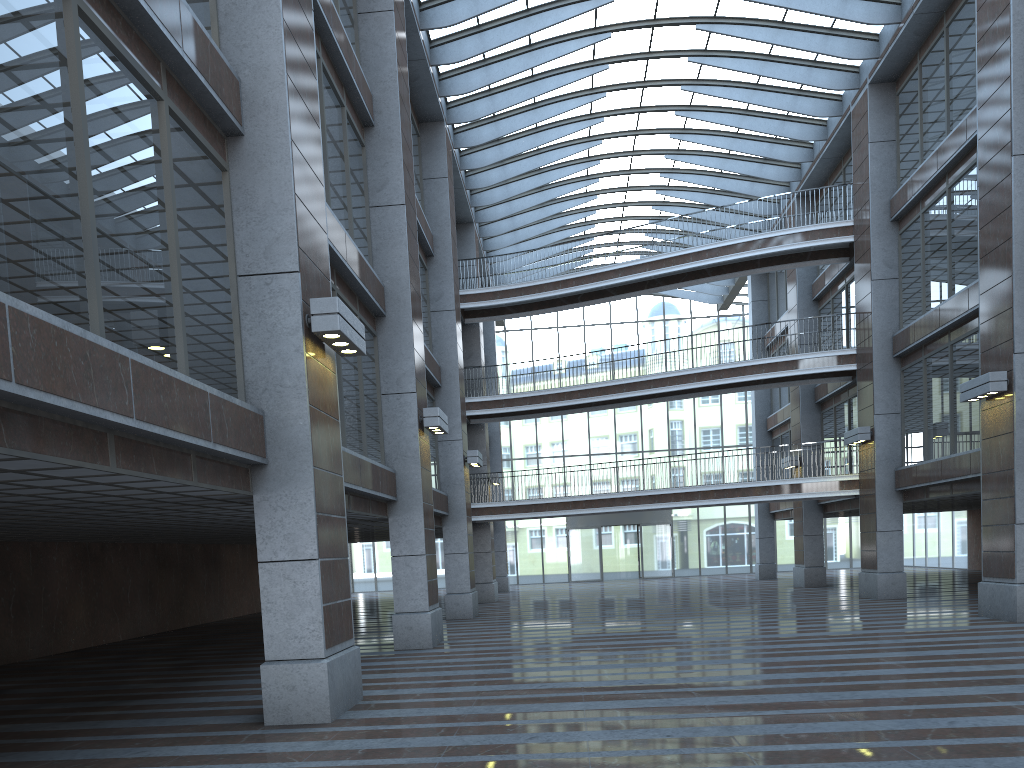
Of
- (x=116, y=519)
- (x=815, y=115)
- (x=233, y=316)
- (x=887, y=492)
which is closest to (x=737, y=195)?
(x=815, y=115)
